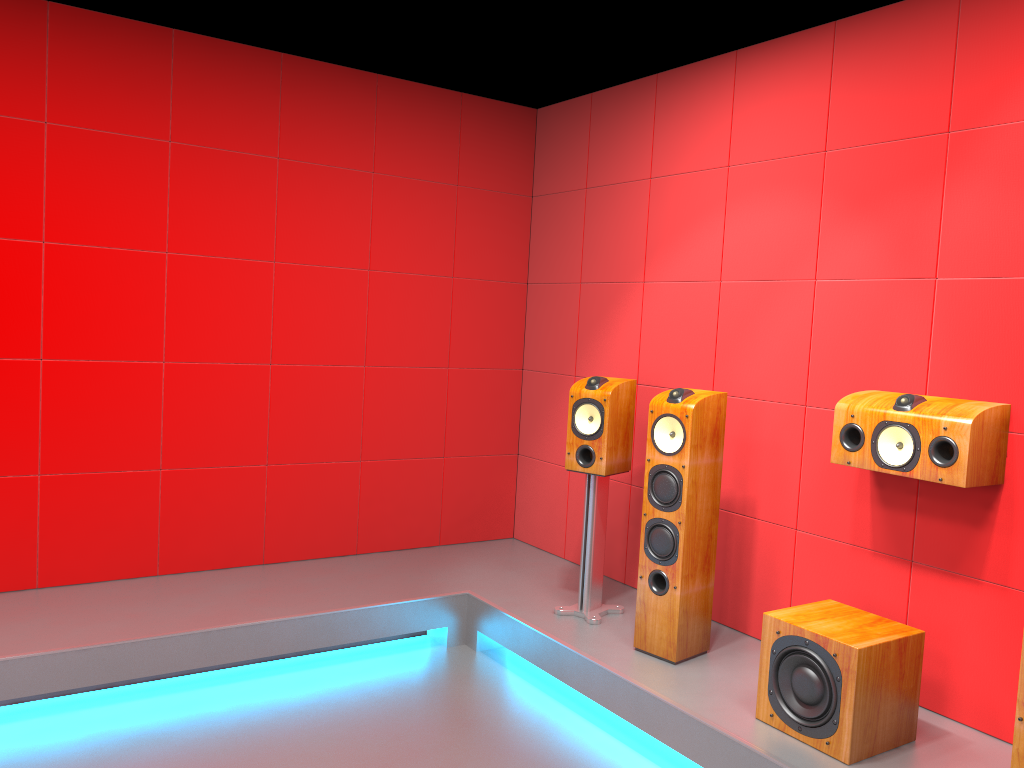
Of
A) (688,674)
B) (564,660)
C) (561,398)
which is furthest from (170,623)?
(561,398)

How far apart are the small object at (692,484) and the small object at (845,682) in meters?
0.5

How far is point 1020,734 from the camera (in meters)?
2.34

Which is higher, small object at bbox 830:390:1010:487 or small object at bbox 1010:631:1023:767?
small object at bbox 830:390:1010:487

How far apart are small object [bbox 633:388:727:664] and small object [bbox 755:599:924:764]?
0.46m

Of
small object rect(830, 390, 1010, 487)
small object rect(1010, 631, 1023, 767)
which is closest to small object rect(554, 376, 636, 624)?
small object rect(830, 390, 1010, 487)

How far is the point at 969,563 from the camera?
3.0m

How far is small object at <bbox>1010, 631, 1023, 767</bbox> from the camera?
2.3m

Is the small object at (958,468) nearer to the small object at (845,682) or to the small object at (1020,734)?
the small object at (845,682)

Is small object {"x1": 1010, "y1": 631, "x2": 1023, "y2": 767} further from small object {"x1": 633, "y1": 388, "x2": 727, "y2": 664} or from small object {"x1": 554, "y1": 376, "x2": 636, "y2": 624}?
small object {"x1": 554, "y1": 376, "x2": 636, "y2": 624}
